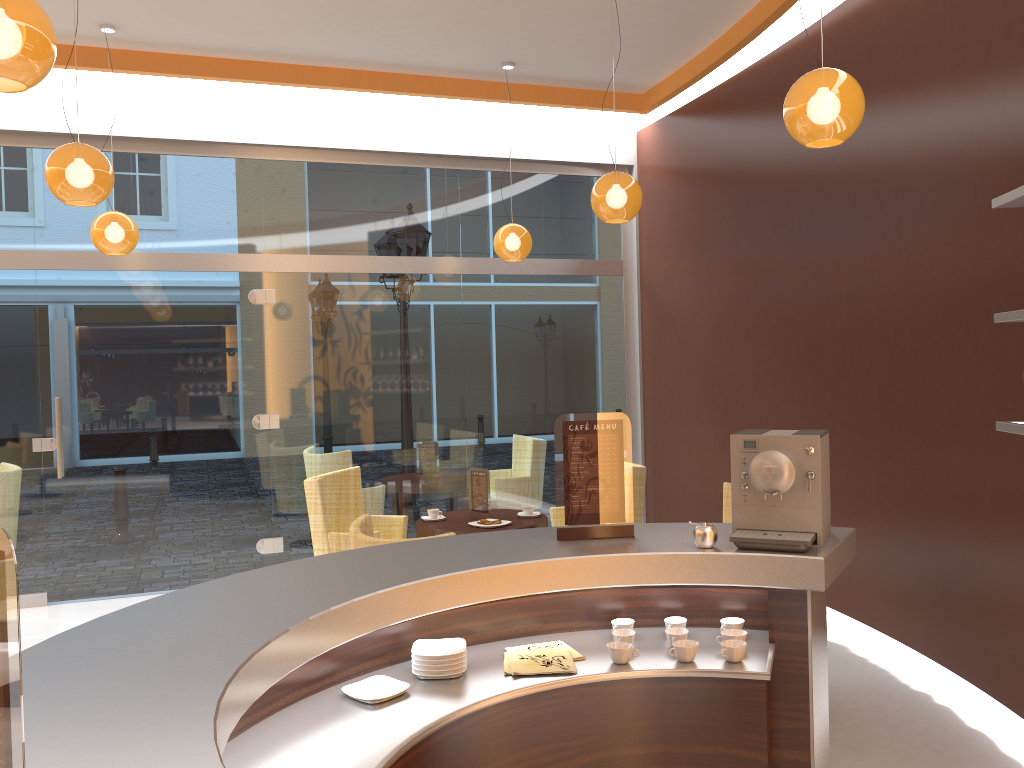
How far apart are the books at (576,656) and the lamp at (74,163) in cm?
301

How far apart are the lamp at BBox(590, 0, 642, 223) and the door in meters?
3.2

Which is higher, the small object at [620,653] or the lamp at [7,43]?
the lamp at [7,43]

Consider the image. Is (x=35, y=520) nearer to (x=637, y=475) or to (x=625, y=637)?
(x=637, y=475)

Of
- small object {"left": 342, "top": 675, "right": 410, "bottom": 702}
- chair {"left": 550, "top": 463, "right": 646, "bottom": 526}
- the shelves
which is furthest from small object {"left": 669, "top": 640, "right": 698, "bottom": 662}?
chair {"left": 550, "top": 463, "right": 646, "bottom": 526}

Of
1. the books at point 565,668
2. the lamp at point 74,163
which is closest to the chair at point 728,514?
the books at point 565,668

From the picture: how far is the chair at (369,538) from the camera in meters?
3.7 m

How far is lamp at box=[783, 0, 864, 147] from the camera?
3.3 meters

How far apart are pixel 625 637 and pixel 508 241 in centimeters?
445cm

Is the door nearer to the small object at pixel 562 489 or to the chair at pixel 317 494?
the chair at pixel 317 494
